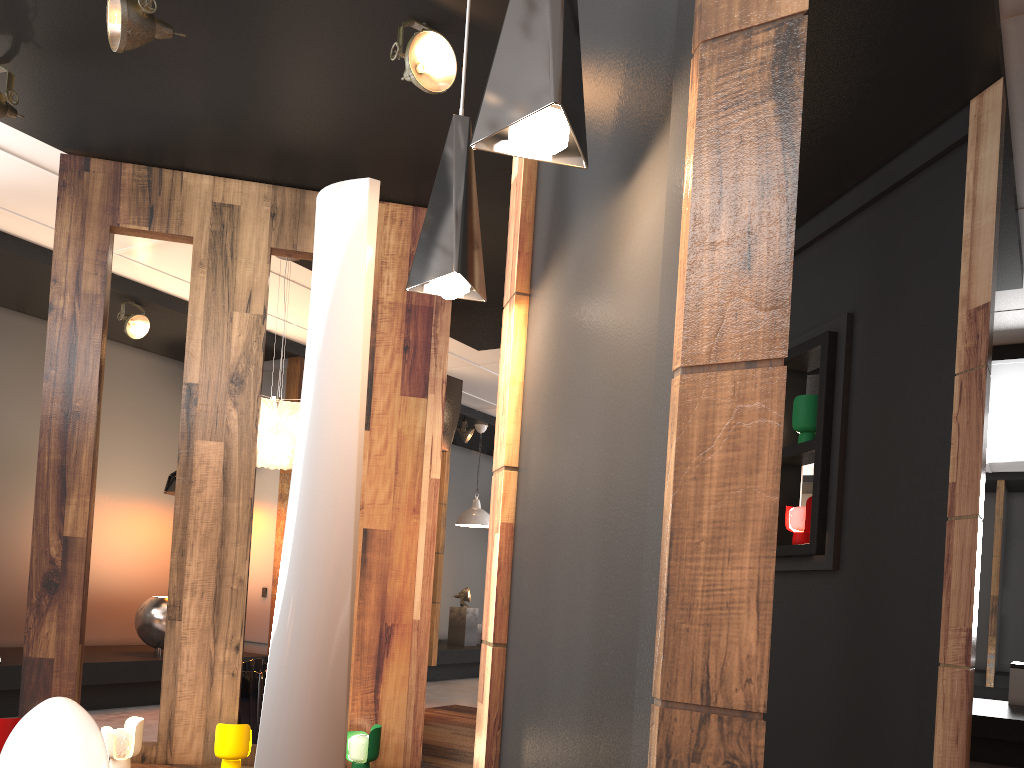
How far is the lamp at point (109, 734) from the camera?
3.6 meters

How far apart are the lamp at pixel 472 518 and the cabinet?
5.14m

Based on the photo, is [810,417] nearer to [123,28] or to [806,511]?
[806,511]

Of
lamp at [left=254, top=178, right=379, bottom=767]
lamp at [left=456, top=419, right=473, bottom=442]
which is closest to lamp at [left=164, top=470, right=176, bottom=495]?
lamp at [left=456, top=419, right=473, bottom=442]

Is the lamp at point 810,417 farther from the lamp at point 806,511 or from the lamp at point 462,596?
the lamp at point 462,596

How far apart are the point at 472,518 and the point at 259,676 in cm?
525

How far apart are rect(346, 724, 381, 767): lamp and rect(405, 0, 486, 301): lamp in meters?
2.1

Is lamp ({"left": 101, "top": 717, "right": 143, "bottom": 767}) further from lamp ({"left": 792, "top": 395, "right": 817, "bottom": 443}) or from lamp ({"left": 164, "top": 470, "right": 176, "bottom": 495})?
lamp ({"left": 164, "top": 470, "right": 176, "bottom": 495})

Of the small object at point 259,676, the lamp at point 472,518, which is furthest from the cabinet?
the small object at point 259,676

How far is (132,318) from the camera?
Result: 6.3m
